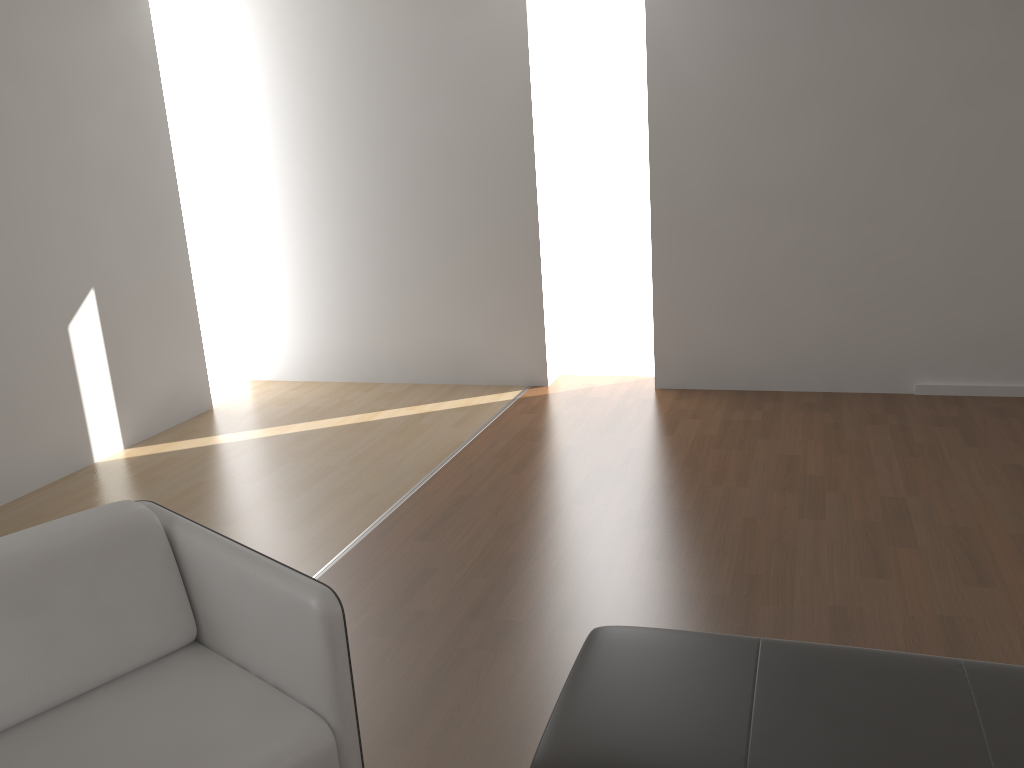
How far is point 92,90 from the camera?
4.82m

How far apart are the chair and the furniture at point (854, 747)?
0.4m

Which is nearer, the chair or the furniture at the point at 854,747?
the furniture at the point at 854,747

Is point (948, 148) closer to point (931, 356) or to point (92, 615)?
point (931, 356)

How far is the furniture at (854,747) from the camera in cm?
171

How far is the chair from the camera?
1.82m

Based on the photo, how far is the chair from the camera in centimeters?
182cm

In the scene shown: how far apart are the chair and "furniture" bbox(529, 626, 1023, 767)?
0.4m

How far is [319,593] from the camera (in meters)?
1.82

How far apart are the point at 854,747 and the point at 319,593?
1.1 meters
